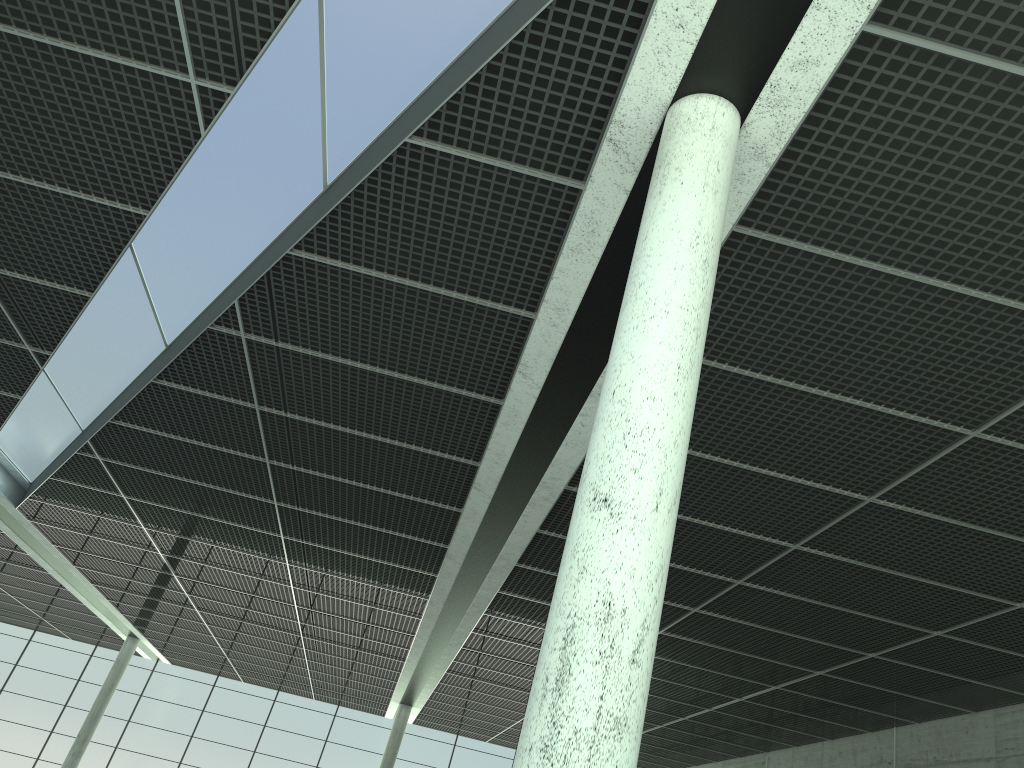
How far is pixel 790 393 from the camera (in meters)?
23.60
